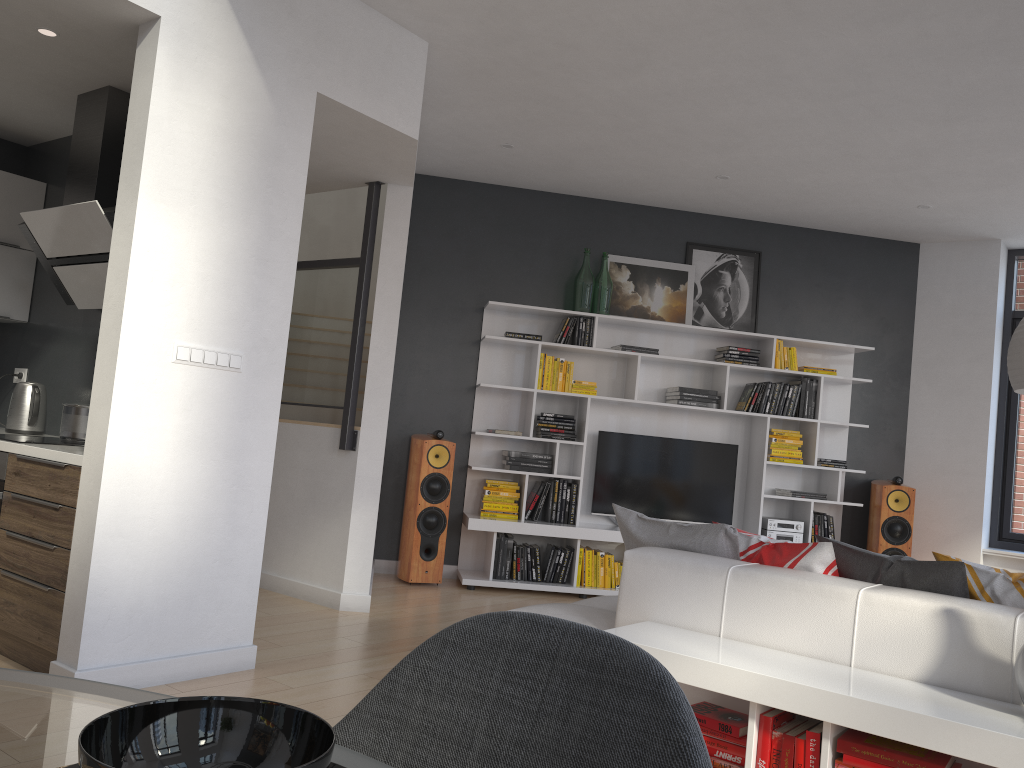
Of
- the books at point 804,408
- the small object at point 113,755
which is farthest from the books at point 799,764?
the books at point 804,408

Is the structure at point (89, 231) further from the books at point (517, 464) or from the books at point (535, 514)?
the books at point (535, 514)

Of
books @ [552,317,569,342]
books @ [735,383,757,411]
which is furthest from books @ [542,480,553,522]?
books @ [735,383,757,411]

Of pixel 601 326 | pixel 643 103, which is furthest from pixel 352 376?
pixel 601 326

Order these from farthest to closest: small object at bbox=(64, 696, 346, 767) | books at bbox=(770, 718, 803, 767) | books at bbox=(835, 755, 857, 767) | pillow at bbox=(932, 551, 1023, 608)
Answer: pillow at bbox=(932, 551, 1023, 608) → books at bbox=(770, 718, 803, 767) → books at bbox=(835, 755, 857, 767) → small object at bbox=(64, 696, 346, 767)

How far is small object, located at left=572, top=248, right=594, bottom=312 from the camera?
6.57m

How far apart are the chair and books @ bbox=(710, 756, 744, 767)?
2.0 meters

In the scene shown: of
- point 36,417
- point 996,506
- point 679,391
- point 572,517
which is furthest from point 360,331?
point 996,506

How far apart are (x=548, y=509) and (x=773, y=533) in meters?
1.7

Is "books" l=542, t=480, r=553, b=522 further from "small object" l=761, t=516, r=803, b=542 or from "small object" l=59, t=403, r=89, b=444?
"small object" l=59, t=403, r=89, b=444
